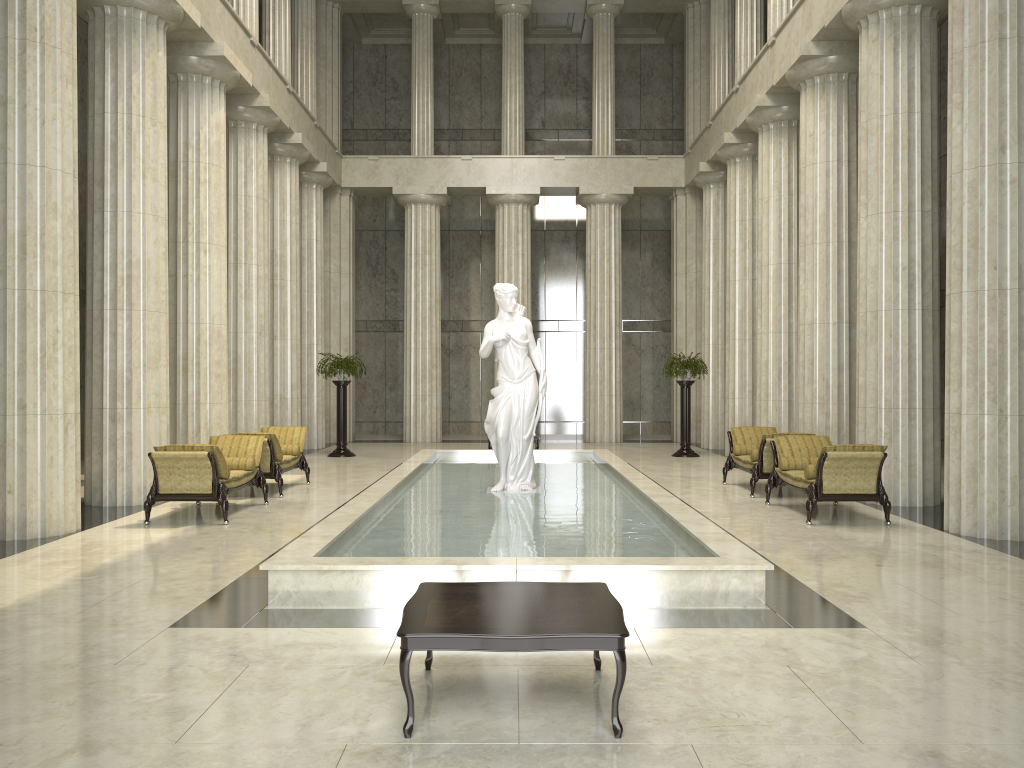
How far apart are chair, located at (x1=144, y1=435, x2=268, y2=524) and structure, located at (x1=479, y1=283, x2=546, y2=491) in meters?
3.1 m

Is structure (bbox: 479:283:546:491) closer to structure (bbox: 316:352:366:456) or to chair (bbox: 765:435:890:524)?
chair (bbox: 765:435:890:524)

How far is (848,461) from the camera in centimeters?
1023cm

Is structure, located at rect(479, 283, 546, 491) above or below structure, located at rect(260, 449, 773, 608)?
above

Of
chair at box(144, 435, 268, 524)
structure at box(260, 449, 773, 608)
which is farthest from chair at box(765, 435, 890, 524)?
chair at box(144, 435, 268, 524)

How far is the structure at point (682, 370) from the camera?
19.91m

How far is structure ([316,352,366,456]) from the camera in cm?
1991

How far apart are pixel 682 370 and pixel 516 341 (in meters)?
8.78

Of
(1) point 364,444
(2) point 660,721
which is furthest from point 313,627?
(1) point 364,444

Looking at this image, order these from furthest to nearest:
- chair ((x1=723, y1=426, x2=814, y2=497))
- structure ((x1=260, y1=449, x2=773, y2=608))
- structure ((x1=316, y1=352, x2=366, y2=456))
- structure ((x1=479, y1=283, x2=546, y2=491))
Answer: structure ((x1=316, y1=352, x2=366, y2=456)), chair ((x1=723, y1=426, x2=814, y2=497)), structure ((x1=479, y1=283, x2=546, y2=491)), structure ((x1=260, y1=449, x2=773, y2=608))
